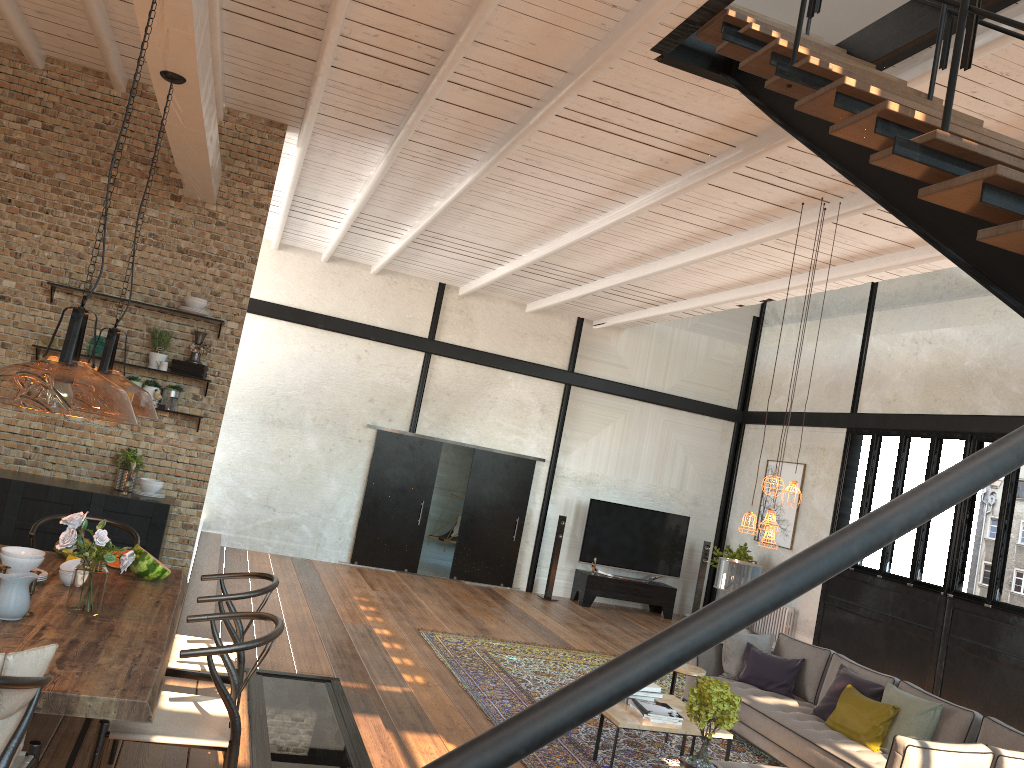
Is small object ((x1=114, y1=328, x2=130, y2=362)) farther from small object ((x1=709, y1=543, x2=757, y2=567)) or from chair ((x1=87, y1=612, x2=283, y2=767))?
small object ((x1=709, y1=543, x2=757, y2=567))

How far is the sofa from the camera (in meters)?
6.36

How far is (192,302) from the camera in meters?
7.1

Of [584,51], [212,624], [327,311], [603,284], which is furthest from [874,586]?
[212,624]

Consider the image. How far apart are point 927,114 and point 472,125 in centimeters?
392cm

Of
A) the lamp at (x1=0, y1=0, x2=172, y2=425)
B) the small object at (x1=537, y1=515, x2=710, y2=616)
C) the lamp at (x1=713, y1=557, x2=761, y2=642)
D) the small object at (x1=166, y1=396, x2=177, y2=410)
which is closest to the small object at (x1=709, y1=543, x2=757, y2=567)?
the small object at (x1=537, y1=515, x2=710, y2=616)

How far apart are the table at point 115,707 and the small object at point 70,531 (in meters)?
0.03

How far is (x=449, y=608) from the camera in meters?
11.2

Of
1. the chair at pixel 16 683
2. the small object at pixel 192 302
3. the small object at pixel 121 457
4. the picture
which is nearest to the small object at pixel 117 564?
the chair at pixel 16 683

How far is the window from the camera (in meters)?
9.60
